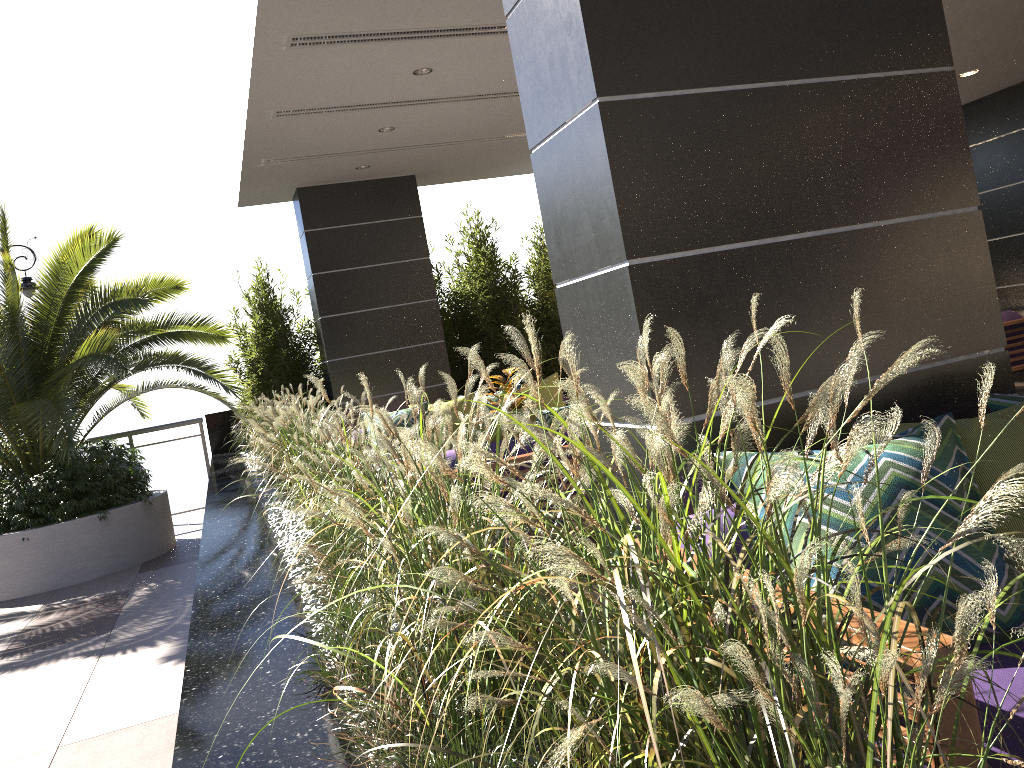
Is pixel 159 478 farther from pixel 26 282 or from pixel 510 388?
pixel 510 388

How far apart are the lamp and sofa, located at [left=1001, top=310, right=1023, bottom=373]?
9.4m

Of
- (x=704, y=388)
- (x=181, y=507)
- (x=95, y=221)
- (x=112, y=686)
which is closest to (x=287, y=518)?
(x=112, y=686)

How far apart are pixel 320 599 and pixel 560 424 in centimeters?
131cm

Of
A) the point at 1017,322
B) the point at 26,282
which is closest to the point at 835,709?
the point at 1017,322

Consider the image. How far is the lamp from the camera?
9.2m

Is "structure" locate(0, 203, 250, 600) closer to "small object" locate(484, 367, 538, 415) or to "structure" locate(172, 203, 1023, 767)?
"structure" locate(172, 203, 1023, 767)

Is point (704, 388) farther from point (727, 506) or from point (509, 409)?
point (509, 409)

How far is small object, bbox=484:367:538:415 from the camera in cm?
639

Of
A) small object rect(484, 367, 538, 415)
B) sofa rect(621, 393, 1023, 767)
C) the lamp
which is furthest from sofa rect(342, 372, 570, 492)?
sofa rect(621, 393, 1023, 767)
